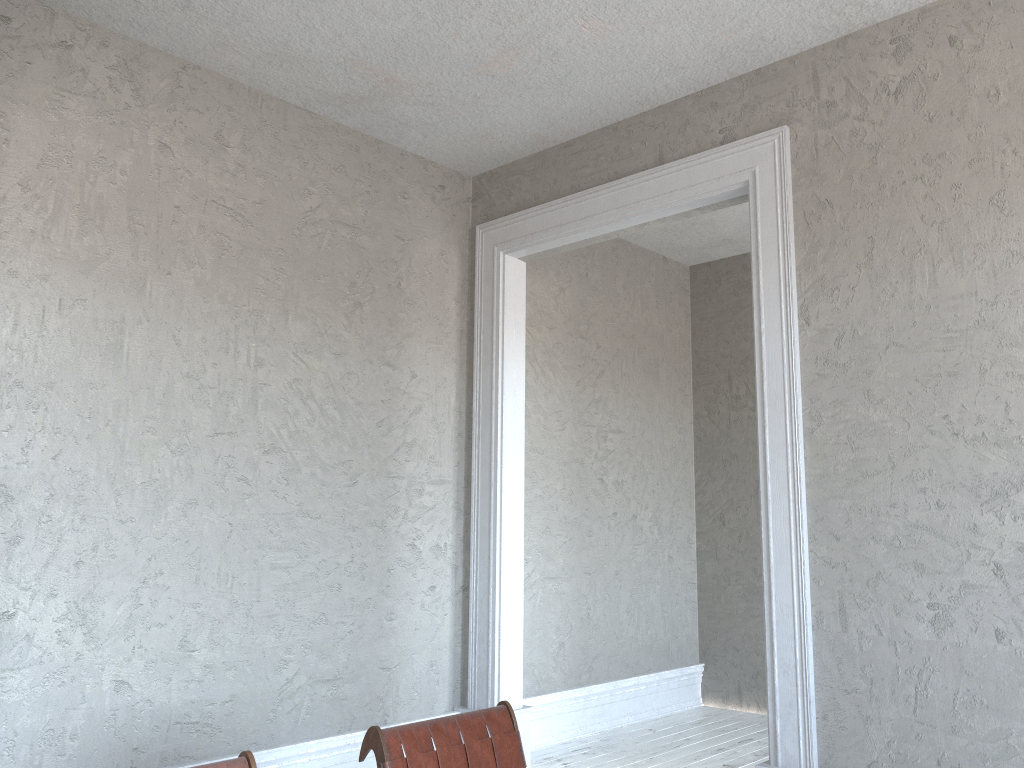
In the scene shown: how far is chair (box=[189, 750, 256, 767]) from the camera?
2.04m

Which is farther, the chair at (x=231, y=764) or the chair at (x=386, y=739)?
the chair at (x=386, y=739)

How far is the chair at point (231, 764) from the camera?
2.0 meters

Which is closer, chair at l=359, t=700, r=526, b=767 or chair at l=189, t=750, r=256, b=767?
chair at l=189, t=750, r=256, b=767

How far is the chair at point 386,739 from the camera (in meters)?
2.34

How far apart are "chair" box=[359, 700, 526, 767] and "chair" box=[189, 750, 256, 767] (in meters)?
0.37

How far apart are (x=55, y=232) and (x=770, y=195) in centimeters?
296cm

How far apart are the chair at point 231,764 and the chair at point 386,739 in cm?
37

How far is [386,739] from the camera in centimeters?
234cm
